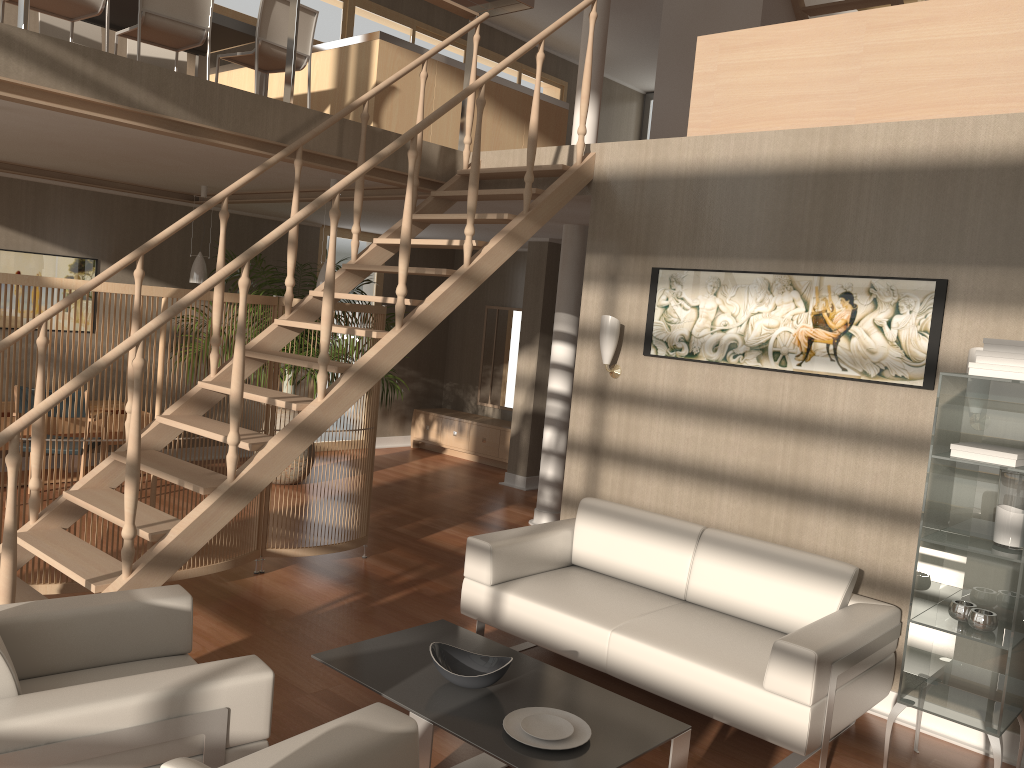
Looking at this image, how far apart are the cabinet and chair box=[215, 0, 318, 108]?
4.5 meters

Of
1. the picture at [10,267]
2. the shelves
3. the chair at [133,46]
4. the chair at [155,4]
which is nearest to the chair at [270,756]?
the shelves

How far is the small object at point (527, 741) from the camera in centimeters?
286cm

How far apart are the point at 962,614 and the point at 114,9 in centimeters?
594cm

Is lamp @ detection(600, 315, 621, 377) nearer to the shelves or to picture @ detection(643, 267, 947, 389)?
picture @ detection(643, 267, 947, 389)

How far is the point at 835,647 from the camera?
3.3m

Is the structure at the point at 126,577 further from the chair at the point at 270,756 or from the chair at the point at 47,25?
the chair at the point at 47,25

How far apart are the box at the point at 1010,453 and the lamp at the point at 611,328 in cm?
199

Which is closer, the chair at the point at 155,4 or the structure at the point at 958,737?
the structure at the point at 958,737

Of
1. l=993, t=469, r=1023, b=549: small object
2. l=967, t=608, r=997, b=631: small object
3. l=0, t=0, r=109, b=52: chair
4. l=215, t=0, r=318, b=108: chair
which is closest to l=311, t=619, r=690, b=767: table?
l=967, t=608, r=997, b=631: small object
